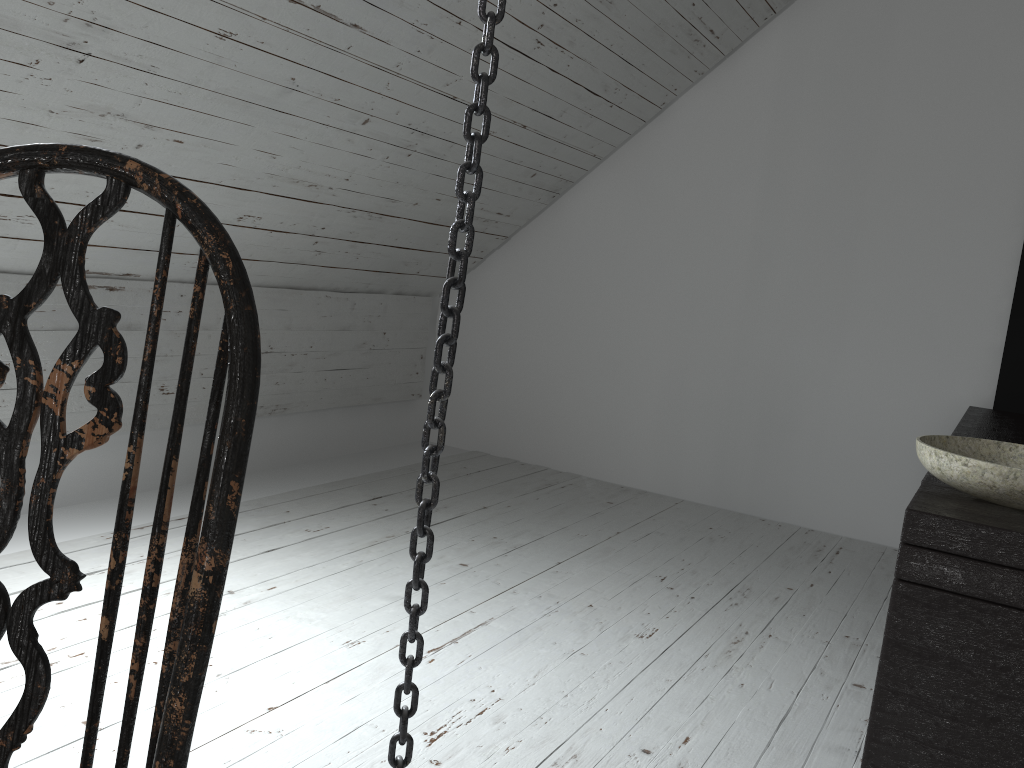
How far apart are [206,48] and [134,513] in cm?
146

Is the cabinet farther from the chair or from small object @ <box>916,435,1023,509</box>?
the chair

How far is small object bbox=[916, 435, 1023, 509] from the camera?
1.4 meters

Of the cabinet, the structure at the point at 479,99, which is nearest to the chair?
the structure at the point at 479,99

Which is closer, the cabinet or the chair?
the chair

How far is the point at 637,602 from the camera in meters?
2.5

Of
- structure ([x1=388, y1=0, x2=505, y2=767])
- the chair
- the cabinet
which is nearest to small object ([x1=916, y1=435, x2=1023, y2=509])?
the cabinet

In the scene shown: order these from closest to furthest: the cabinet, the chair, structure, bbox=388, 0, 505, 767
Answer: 1. the chair
2. structure, bbox=388, 0, 505, 767
3. the cabinet

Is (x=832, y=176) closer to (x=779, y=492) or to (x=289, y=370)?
(x=779, y=492)

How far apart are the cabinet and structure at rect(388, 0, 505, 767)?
0.76m
